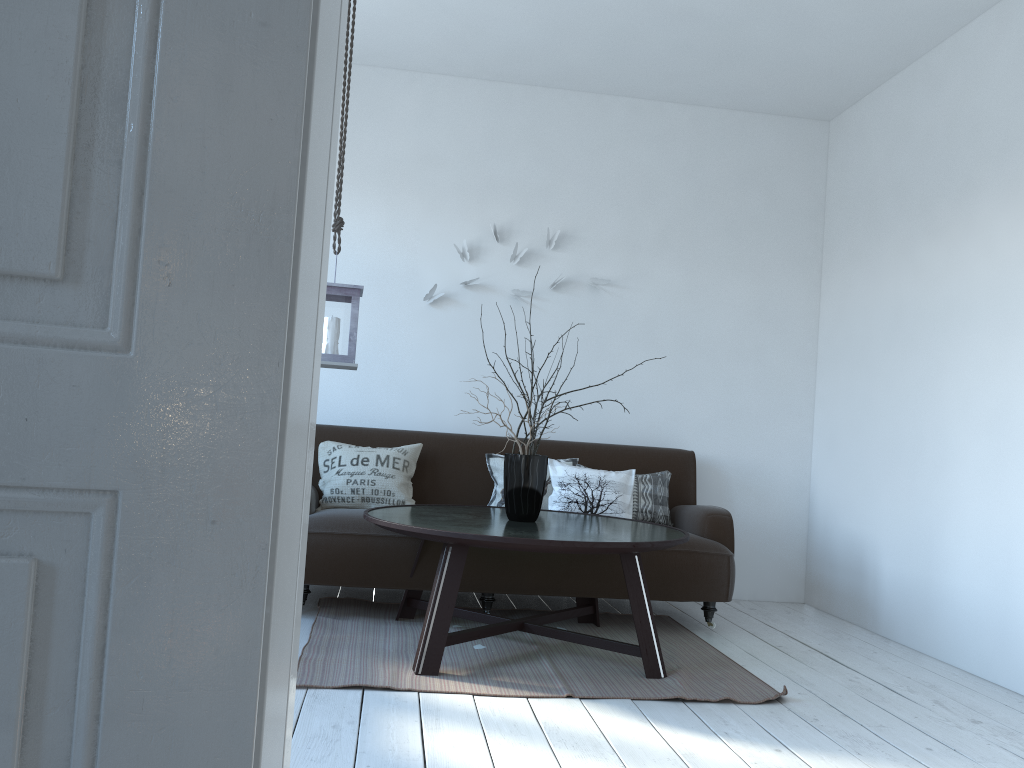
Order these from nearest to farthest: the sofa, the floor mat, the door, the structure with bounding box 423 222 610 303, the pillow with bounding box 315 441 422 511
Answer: the door
the floor mat
the sofa
the pillow with bounding box 315 441 422 511
the structure with bounding box 423 222 610 303

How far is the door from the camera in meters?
0.7 m

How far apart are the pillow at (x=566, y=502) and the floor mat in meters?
0.5 m

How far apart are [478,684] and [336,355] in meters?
1.3 m

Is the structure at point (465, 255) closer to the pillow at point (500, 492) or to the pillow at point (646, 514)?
the pillow at point (500, 492)

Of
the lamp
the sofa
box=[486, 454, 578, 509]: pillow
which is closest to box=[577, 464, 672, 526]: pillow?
the sofa

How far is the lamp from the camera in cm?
344

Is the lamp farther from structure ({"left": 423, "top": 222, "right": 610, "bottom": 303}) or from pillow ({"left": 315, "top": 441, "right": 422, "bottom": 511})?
structure ({"left": 423, "top": 222, "right": 610, "bottom": 303})

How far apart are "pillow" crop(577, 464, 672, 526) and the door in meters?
3.5 m

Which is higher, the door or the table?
the door
